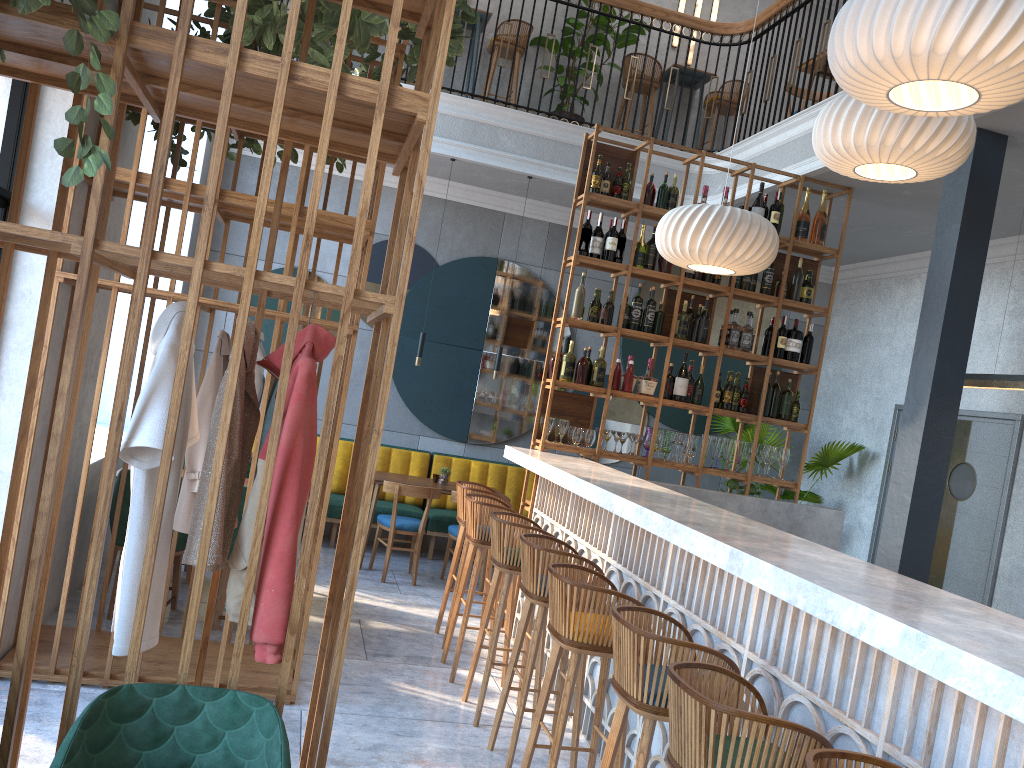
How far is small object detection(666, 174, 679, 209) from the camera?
6.18m

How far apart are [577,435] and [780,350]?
1.62m

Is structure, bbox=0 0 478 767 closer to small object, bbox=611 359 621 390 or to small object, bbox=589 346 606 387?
small object, bbox=589 346 606 387

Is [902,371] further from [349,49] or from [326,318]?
[349,49]

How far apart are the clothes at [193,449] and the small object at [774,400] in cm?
389

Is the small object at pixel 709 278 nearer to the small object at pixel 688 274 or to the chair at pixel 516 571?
the small object at pixel 688 274

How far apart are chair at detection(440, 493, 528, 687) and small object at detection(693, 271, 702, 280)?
2.2m

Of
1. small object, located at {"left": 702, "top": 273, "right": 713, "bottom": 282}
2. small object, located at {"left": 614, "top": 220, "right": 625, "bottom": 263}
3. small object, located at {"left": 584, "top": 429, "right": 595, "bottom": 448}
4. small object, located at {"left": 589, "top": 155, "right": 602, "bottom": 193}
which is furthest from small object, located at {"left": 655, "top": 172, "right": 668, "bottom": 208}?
small object, located at {"left": 584, "top": 429, "right": 595, "bottom": 448}

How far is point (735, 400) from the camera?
6.29m

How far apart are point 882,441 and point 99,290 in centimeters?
675cm
